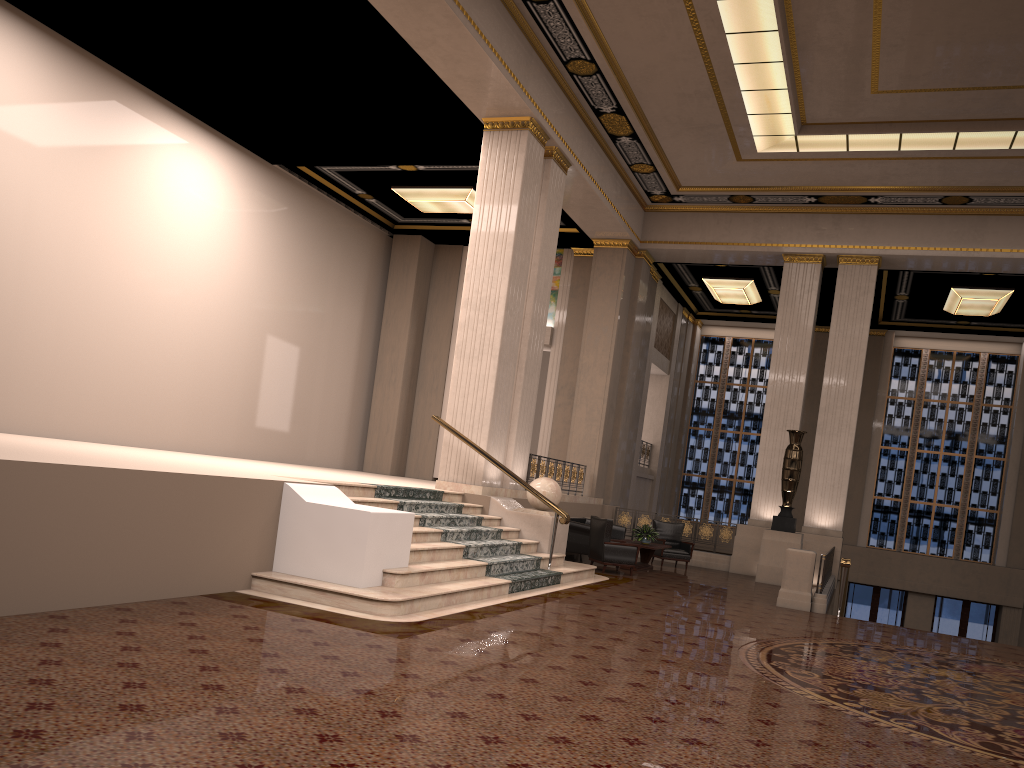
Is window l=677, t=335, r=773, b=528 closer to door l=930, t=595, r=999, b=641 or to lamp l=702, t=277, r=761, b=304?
lamp l=702, t=277, r=761, b=304

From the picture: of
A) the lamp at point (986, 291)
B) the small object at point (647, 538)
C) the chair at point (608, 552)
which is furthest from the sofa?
the lamp at point (986, 291)

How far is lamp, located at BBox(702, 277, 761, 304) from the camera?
20.69m

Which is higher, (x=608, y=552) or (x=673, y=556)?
(x=608, y=552)

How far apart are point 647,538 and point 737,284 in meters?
8.2

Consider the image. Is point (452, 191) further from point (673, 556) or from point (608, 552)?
point (673, 556)

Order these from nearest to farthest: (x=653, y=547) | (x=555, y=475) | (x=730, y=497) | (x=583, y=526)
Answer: (x=653, y=547) → (x=583, y=526) → (x=555, y=475) → (x=730, y=497)

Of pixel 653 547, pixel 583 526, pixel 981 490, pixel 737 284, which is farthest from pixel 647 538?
pixel 981 490

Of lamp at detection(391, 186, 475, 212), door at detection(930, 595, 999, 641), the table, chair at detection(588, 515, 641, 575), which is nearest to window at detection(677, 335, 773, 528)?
door at detection(930, 595, 999, 641)

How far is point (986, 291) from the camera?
18.64m
